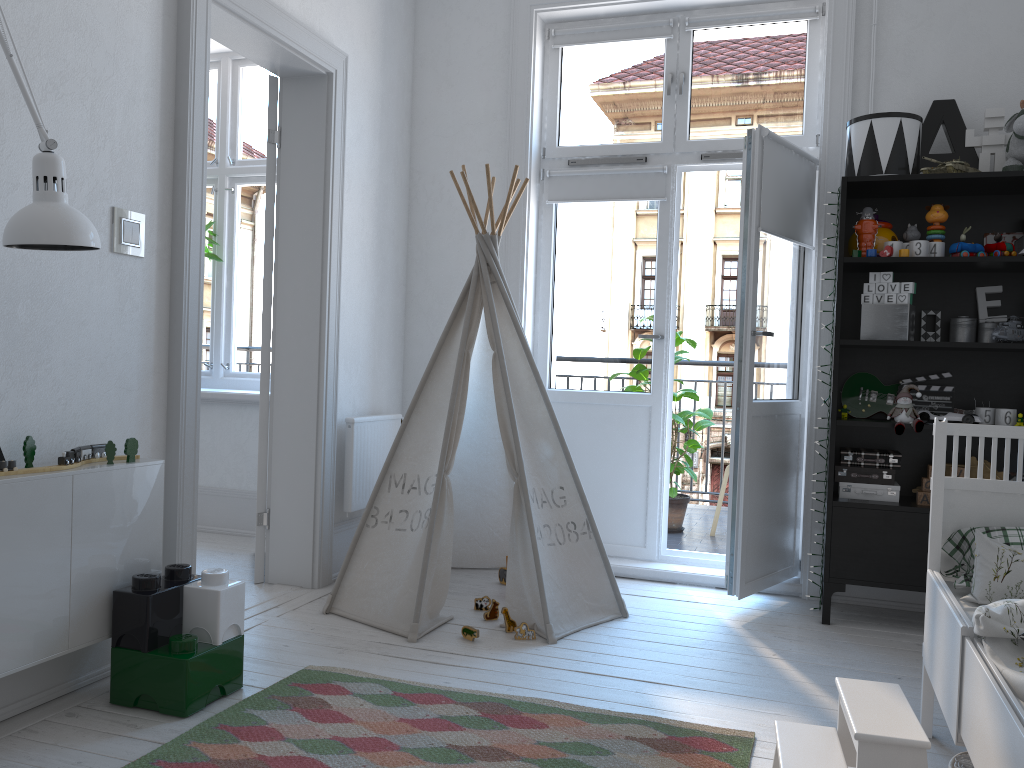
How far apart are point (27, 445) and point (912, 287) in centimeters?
292cm

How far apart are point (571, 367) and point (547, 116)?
1.20m

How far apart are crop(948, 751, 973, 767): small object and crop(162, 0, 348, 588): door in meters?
2.2 m

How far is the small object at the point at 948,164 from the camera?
3.2m

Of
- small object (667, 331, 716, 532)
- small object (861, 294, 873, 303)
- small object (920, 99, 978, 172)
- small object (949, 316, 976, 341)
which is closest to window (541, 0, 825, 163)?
small object (920, 99, 978, 172)

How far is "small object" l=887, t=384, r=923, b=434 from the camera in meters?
3.2 m

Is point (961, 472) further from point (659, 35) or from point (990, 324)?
point (659, 35)

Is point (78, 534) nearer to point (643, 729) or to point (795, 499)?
point (643, 729)

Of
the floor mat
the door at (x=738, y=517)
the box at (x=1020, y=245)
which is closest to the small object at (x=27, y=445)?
the floor mat

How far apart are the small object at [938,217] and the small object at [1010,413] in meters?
0.6 m
